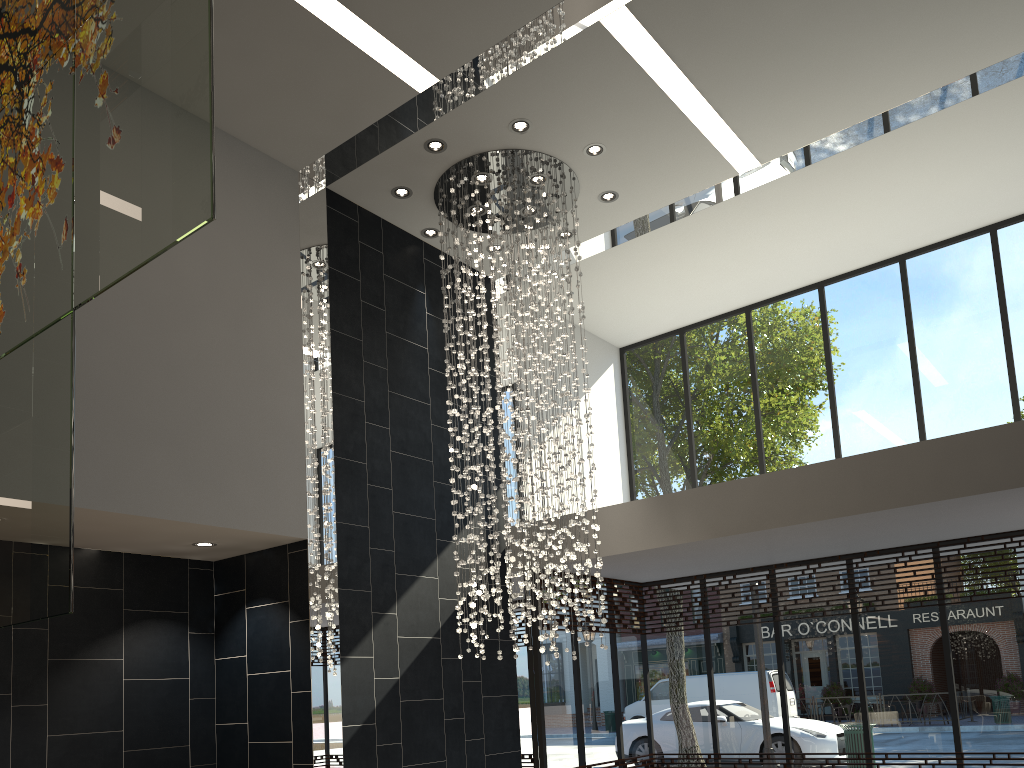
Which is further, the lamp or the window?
the window

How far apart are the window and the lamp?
1.5 meters

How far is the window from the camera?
8.4 meters

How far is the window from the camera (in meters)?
8.43

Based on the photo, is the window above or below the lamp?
below

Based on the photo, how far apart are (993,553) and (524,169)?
5.8m

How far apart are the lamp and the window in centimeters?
153cm

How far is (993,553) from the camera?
8.4m

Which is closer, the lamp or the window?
the lamp
